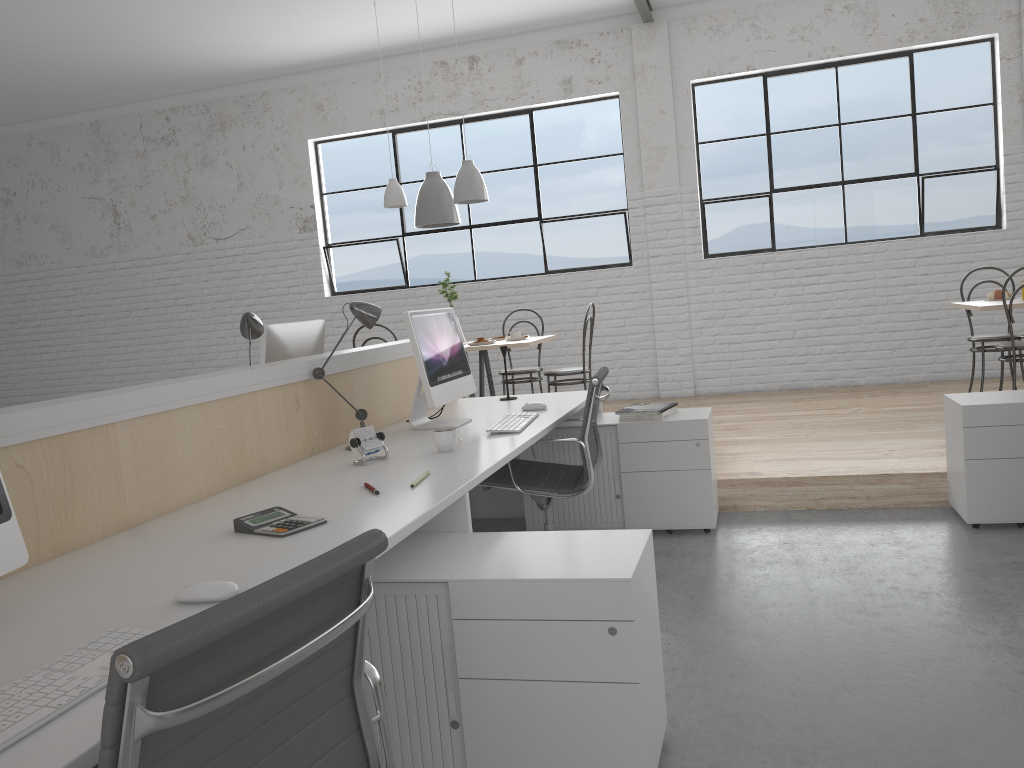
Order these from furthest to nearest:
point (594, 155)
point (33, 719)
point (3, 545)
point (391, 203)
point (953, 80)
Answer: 1. point (594, 155)
2. point (953, 80)
3. point (391, 203)
4. point (3, 545)
5. point (33, 719)

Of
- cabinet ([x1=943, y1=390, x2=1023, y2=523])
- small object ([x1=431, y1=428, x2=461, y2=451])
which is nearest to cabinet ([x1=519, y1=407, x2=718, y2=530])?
cabinet ([x1=943, y1=390, x2=1023, y2=523])

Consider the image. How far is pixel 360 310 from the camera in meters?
2.5 m

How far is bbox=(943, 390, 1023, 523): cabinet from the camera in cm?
278

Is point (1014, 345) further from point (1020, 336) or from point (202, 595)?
point (202, 595)

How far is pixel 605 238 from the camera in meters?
6.0 m

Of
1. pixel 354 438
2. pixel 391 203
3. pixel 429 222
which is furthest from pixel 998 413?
pixel 391 203

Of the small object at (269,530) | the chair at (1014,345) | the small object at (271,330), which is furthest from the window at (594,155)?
the small object at (269,530)

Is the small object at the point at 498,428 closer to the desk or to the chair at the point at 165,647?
the desk

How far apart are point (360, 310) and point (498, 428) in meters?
0.5 m
